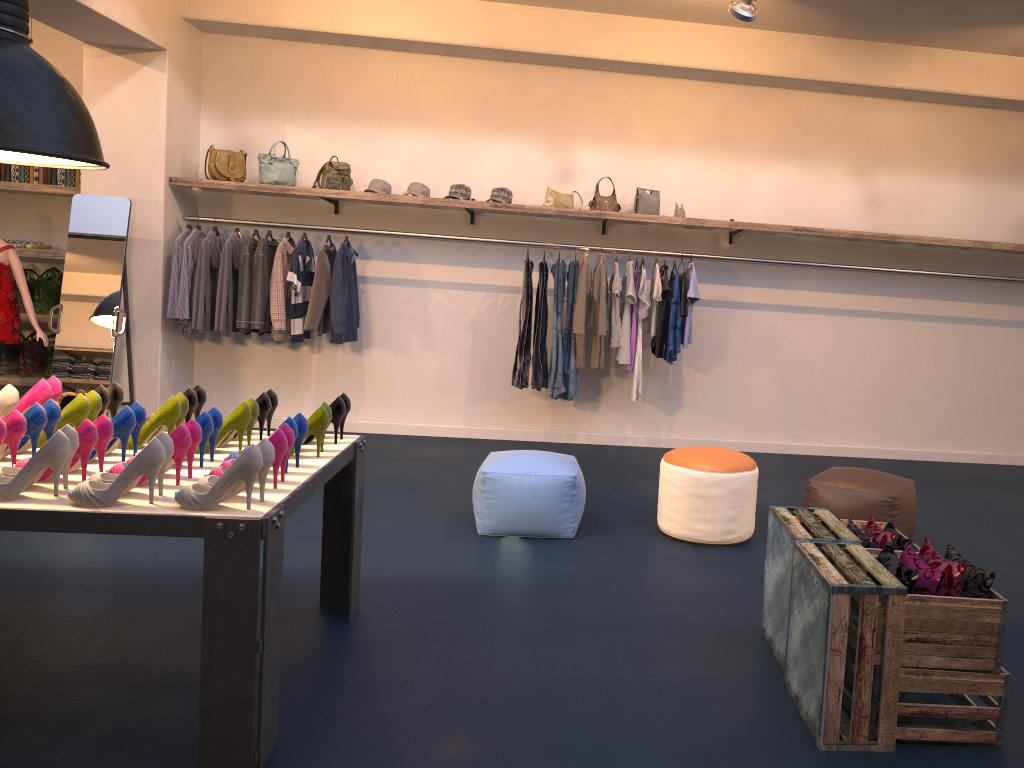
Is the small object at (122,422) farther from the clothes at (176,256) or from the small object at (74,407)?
the clothes at (176,256)

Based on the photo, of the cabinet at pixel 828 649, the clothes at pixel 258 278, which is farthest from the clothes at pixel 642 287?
the clothes at pixel 258 278

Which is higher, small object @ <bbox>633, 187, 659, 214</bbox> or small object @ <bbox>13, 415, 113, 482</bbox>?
small object @ <bbox>633, 187, 659, 214</bbox>

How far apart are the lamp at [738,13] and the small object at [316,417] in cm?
346

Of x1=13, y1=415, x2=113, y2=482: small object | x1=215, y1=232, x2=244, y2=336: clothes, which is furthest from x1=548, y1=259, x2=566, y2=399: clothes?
x1=13, y1=415, x2=113, y2=482: small object

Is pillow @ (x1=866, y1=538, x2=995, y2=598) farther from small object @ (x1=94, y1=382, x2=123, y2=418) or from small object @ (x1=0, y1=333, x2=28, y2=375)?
small object @ (x1=0, y1=333, x2=28, y2=375)

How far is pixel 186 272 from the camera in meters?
6.8 m

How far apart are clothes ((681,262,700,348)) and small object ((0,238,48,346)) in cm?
481

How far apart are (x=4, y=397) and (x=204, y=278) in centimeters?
358cm

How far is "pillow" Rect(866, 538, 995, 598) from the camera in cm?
279
